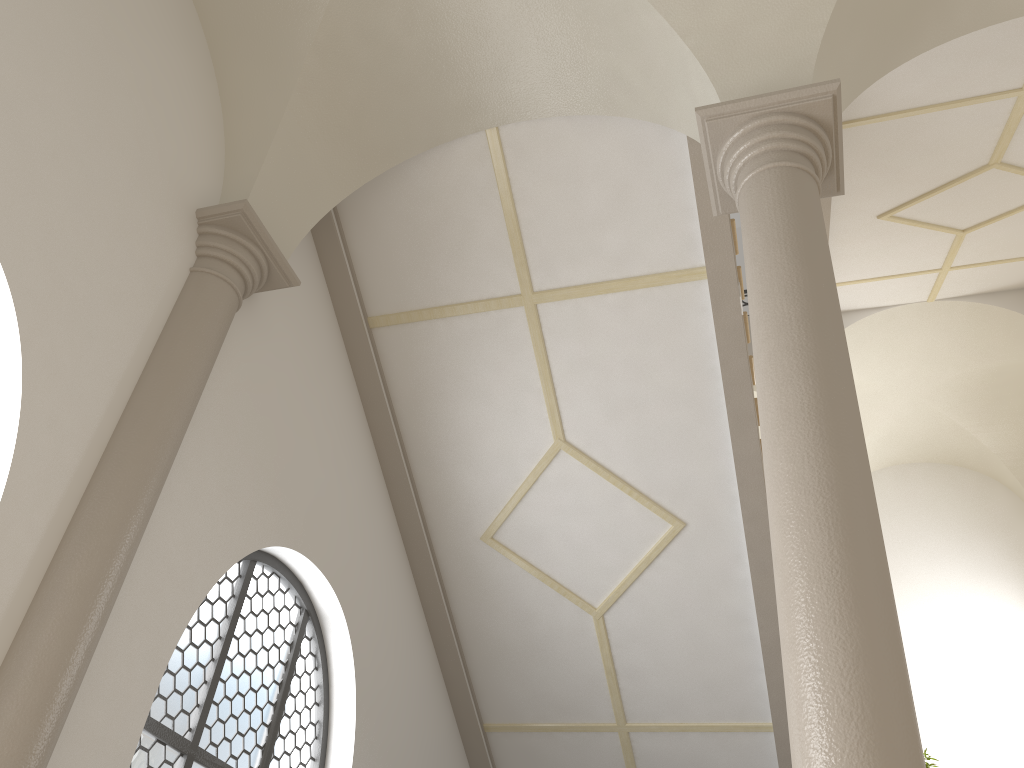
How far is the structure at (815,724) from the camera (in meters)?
2.62

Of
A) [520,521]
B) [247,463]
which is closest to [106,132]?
[247,463]

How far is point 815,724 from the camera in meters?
2.6 m

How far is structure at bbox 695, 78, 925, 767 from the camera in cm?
262
